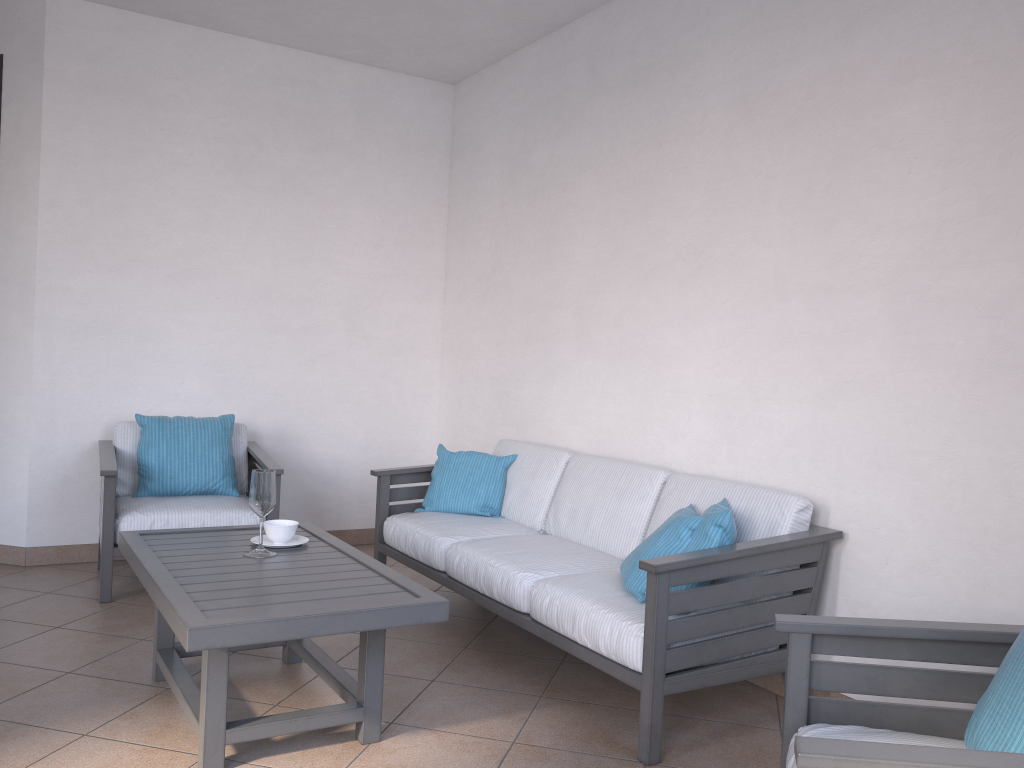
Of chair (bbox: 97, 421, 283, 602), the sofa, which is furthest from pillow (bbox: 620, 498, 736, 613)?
chair (bbox: 97, 421, 283, 602)

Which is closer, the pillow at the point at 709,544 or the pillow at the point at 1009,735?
the pillow at the point at 1009,735

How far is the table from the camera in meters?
2.3

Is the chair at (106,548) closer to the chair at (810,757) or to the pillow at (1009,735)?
the chair at (810,757)

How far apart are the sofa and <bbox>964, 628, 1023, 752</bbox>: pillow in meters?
1.0 m

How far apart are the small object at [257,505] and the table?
0.03m

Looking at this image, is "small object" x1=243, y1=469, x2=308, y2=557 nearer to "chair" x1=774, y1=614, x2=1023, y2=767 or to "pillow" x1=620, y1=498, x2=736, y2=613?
"pillow" x1=620, y1=498, x2=736, y2=613

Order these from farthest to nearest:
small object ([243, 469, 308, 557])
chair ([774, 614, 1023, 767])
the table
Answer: small object ([243, 469, 308, 557]) < the table < chair ([774, 614, 1023, 767])

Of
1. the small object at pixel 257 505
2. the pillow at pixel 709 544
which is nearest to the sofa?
the pillow at pixel 709 544

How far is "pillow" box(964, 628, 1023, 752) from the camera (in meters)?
1.53
